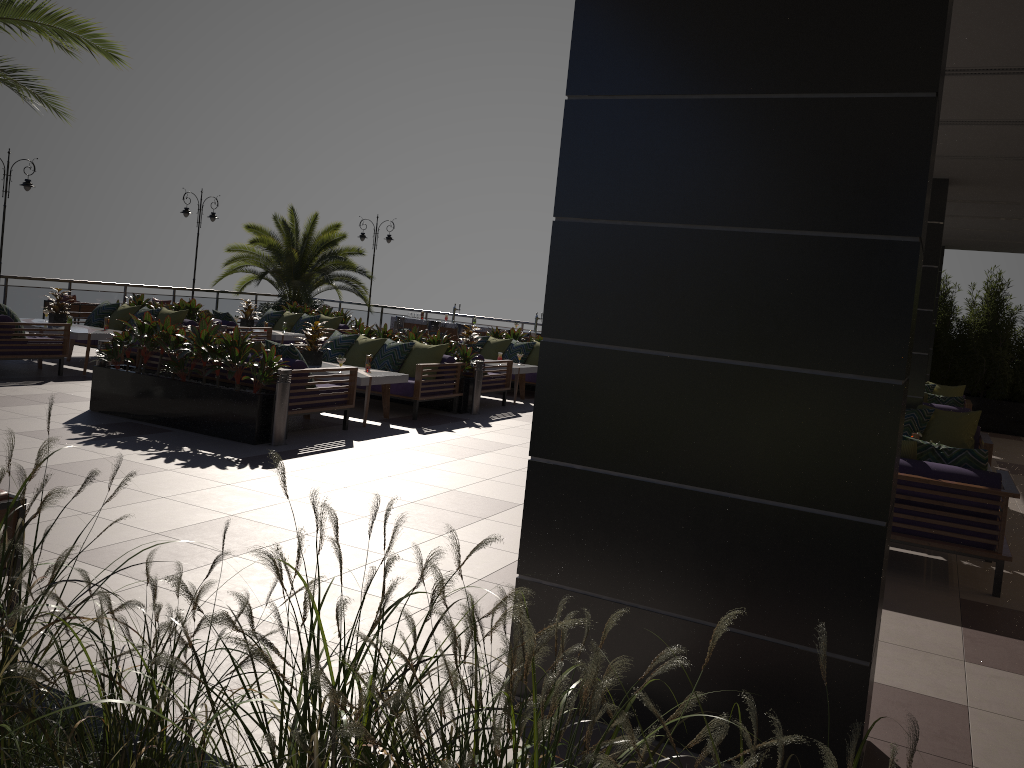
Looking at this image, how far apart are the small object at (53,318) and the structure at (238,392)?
3.7m

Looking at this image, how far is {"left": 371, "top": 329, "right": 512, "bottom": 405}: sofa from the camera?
12.31m

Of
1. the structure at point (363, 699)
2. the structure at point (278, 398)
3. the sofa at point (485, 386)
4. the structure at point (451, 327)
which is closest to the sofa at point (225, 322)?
the sofa at point (485, 386)

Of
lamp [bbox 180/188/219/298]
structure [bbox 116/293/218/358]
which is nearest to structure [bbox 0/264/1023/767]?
structure [bbox 116/293/218/358]

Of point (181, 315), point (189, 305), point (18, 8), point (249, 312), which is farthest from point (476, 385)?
point (18, 8)

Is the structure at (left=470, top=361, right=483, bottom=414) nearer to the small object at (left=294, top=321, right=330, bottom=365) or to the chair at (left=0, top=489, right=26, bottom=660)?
the small object at (left=294, top=321, right=330, bottom=365)

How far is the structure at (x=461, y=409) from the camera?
11.54m

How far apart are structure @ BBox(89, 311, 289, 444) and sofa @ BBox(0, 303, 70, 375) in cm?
239

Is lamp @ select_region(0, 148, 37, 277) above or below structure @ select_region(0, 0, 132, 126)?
below

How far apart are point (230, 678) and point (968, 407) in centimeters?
1411cm
